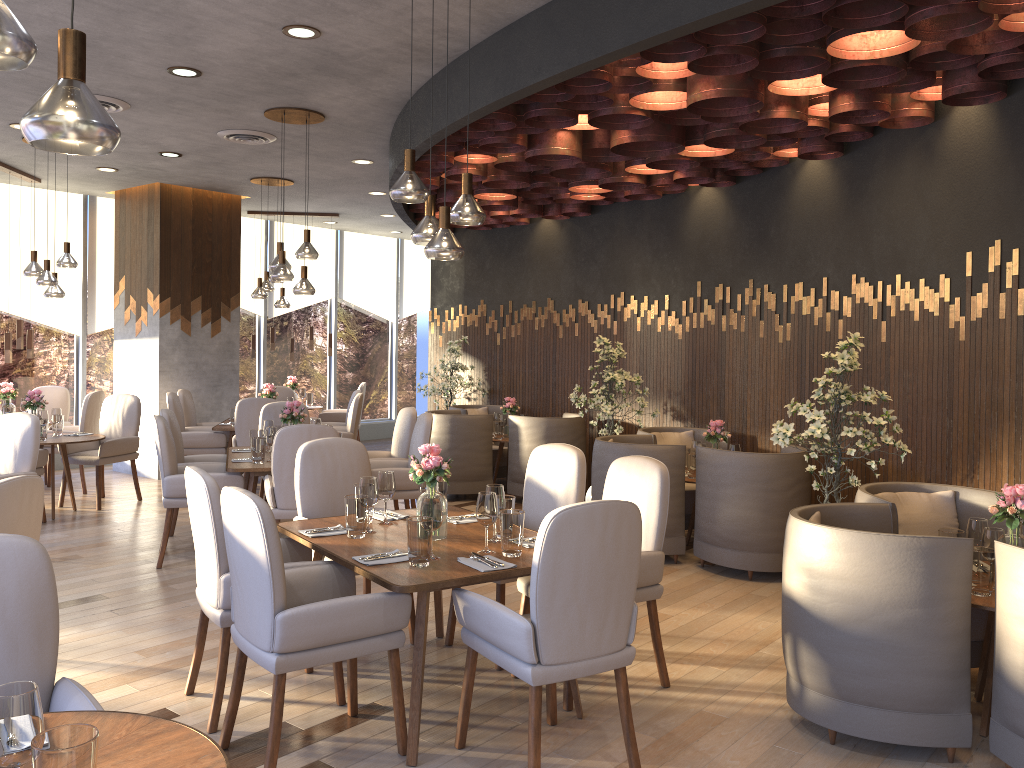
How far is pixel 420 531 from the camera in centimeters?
334cm

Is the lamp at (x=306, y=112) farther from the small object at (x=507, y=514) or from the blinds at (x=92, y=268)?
the blinds at (x=92, y=268)

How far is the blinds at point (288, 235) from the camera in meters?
12.5 m

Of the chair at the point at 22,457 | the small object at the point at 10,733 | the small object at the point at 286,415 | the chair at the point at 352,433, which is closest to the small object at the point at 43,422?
the chair at the point at 22,457

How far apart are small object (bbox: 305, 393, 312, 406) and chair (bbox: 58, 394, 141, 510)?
3.5m

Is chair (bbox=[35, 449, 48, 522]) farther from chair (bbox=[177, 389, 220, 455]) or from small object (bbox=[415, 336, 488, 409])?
small object (bbox=[415, 336, 488, 409])

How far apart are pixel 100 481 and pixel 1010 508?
7.1m

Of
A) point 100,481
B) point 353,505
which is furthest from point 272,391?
point 353,505

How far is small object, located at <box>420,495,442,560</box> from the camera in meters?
3.4

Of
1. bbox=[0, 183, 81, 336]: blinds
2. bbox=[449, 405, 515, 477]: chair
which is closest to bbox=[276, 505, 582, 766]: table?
bbox=[449, 405, 515, 477]: chair
